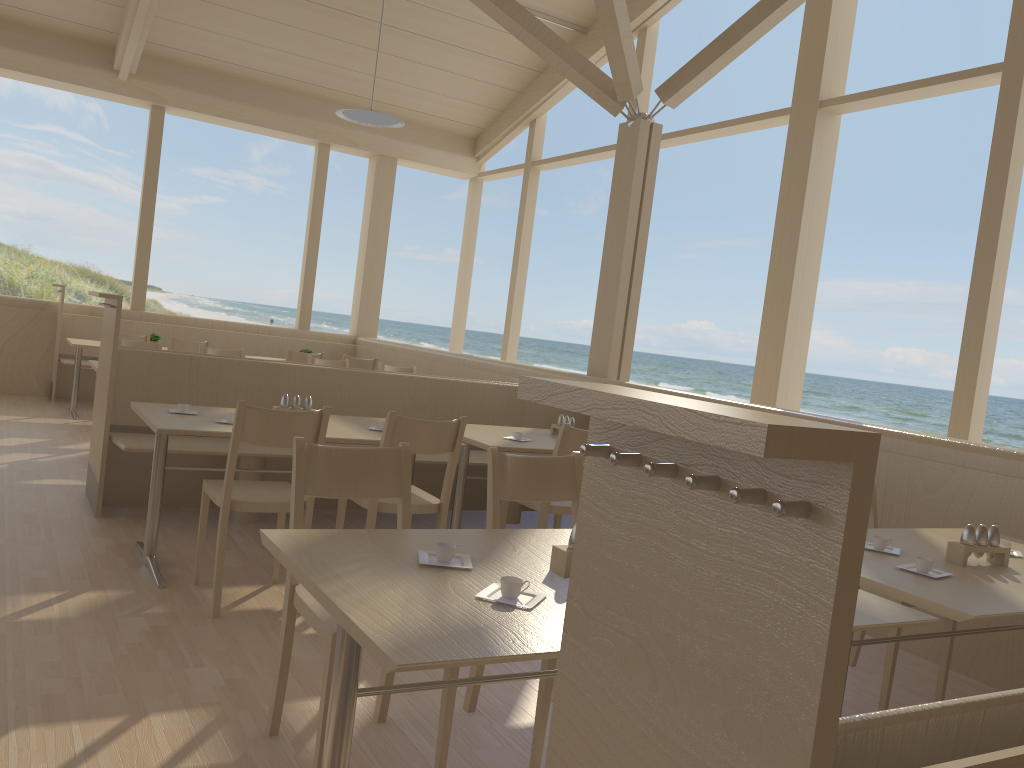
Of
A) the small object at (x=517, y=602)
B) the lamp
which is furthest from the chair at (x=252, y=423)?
the lamp

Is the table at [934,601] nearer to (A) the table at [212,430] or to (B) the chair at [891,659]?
(B) the chair at [891,659]

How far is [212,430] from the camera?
3.40m

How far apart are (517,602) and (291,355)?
6.4m

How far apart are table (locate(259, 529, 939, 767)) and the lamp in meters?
5.8 m

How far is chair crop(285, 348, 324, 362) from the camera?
7.8 meters

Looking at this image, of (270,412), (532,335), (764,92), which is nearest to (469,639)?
(270,412)

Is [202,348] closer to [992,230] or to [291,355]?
[291,355]

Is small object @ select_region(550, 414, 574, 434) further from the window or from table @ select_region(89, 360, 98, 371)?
table @ select_region(89, 360, 98, 371)

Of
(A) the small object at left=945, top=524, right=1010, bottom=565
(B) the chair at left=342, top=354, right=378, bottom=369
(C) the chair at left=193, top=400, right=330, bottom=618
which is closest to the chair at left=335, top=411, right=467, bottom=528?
(C) the chair at left=193, top=400, right=330, bottom=618
